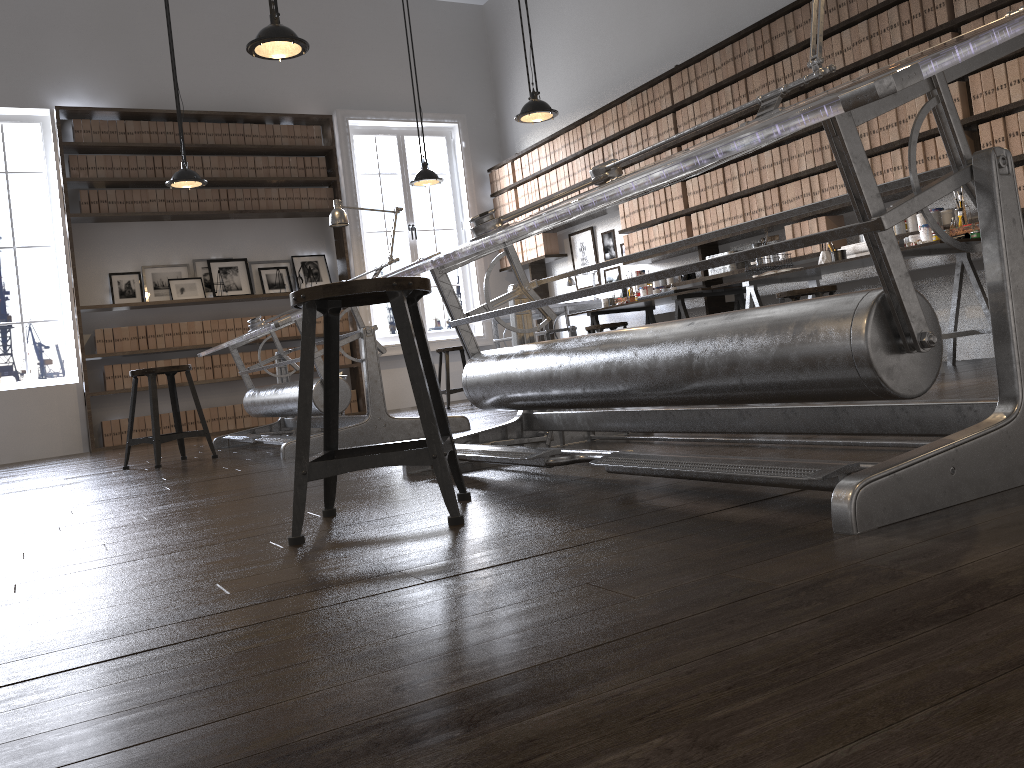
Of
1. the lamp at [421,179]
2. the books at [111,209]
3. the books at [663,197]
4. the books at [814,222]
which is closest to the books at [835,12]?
the books at [814,222]

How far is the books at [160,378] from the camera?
7.9 meters

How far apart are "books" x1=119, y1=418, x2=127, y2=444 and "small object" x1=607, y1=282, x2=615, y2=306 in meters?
4.4

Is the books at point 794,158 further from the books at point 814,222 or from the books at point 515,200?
the books at point 515,200

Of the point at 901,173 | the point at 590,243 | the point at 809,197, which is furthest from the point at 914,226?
the point at 590,243

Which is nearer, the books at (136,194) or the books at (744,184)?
the books at (744,184)

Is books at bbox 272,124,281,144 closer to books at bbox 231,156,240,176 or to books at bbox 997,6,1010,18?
books at bbox 231,156,240,176

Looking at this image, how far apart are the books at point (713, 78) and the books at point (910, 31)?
1.6m

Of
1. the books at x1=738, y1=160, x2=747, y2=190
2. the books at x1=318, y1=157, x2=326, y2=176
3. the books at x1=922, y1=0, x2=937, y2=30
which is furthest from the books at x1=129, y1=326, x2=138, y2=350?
the books at x1=922, y1=0, x2=937, y2=30

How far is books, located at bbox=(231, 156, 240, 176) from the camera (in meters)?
8.33
